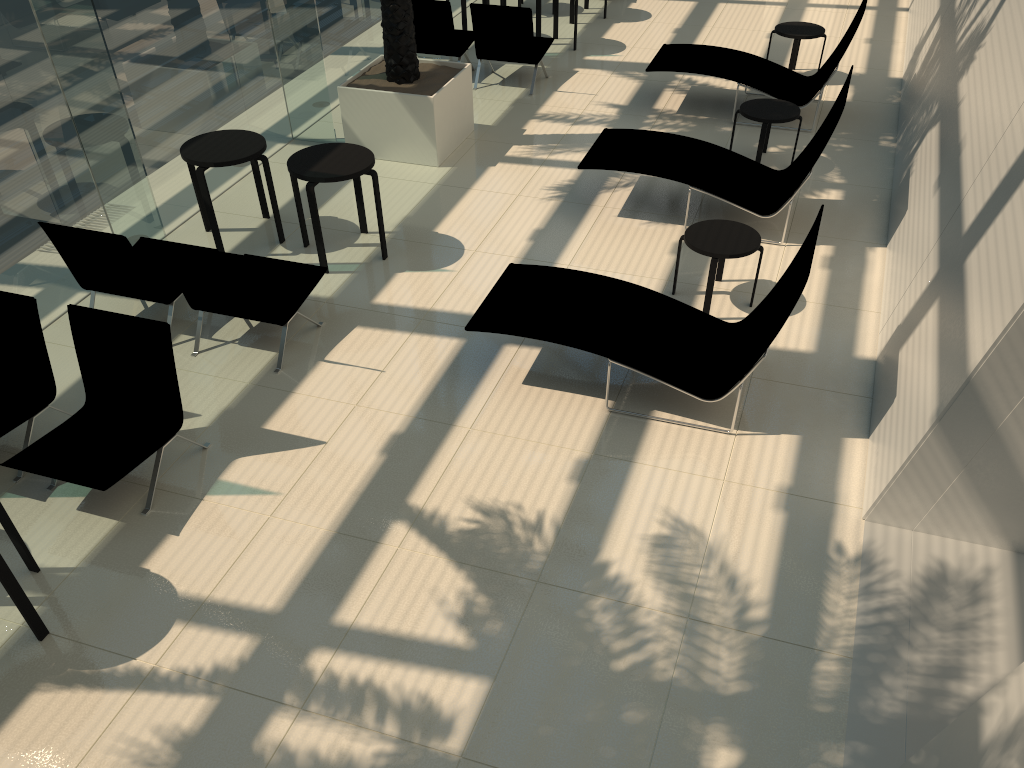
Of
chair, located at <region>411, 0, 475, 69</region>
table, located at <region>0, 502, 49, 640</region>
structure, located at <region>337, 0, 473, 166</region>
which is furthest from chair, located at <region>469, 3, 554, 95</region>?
table, located at <region>0, 502, 49, 640</region>

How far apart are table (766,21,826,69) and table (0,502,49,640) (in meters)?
9.58

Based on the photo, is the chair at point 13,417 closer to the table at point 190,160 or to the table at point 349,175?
the table at point 190,160

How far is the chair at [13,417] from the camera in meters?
5.4

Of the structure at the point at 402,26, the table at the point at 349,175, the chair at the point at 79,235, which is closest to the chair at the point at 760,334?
the table at the point at 349,175

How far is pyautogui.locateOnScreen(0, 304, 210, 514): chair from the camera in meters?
5.0

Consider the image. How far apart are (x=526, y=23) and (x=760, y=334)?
6.2m

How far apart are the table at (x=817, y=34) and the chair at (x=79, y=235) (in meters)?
7.64

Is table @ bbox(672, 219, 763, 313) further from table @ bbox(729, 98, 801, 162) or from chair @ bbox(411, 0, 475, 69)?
chair @ bbox(411, 0, 475, 69)

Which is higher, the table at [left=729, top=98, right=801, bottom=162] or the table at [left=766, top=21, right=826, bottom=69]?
the table at [left=766, top=21, right=826, bottom=69]
